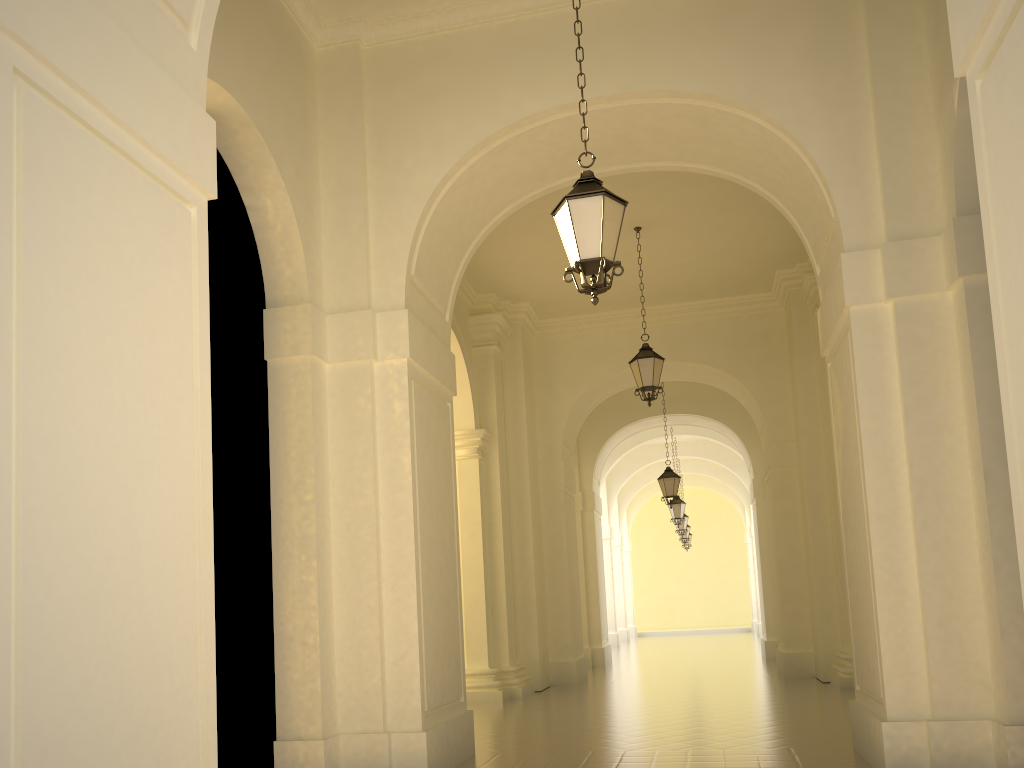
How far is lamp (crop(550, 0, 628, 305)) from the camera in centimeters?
571cm

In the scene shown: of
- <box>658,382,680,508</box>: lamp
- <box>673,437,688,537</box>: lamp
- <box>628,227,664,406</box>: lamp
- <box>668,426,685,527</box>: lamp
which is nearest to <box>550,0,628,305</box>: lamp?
<box>628,227,664,406</box>: lamp

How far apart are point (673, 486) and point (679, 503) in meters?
5.0 m

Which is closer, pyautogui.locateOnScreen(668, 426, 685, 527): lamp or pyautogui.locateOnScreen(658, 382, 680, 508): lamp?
pyautogui.locateOnScreen(658, 382, 680, 508): lamp

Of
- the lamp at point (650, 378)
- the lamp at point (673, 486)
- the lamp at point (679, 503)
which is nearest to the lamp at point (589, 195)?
the lamp at point (650, 378)

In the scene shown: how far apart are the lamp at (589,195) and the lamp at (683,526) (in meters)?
21.66

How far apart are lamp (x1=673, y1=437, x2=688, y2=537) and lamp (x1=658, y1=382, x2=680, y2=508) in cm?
889

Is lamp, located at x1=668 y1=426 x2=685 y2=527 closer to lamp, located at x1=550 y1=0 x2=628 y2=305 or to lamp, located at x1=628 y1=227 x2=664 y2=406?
lamp, located at x1=628 y1=227 x2=664 y2=406

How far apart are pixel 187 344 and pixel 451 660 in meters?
4.6 m

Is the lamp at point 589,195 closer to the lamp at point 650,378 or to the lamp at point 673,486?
the lamp at point 650,378
